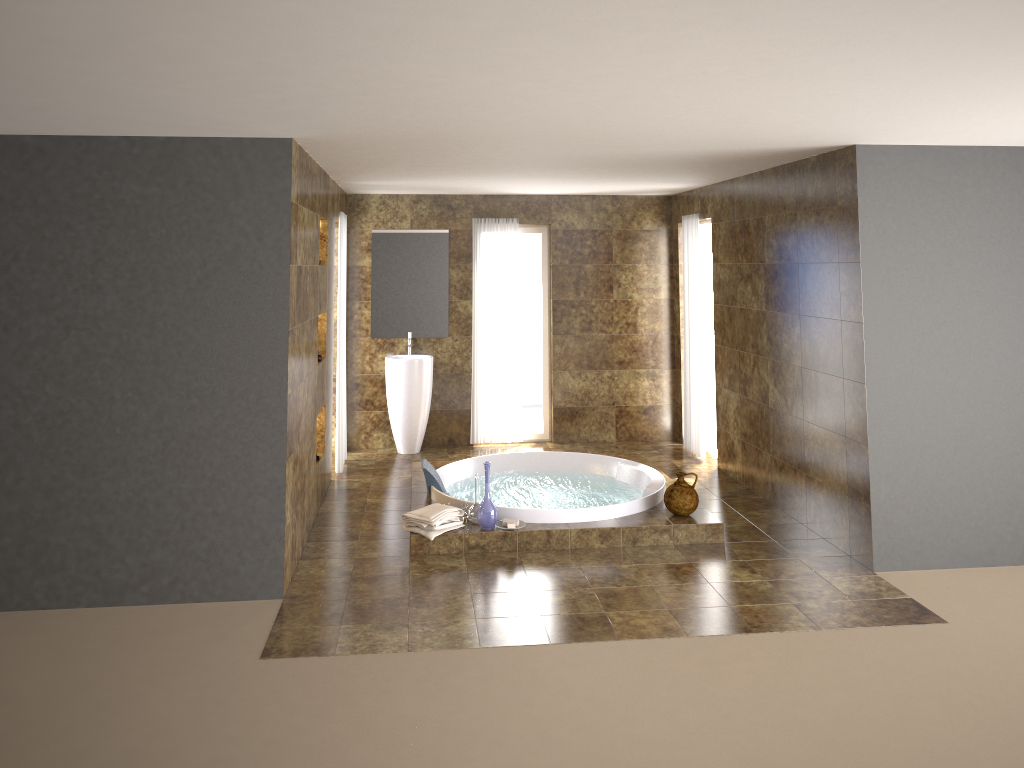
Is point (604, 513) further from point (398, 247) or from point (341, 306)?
point (398, 247)

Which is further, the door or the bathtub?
the door

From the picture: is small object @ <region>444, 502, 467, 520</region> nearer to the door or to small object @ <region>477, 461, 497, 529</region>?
small object @ <region>477, 461, 497, 529</region>

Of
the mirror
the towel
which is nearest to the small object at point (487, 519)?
the towel

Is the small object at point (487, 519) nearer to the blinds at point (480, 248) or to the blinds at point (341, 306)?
the blinds at point (341, 306)

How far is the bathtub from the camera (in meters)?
5.97

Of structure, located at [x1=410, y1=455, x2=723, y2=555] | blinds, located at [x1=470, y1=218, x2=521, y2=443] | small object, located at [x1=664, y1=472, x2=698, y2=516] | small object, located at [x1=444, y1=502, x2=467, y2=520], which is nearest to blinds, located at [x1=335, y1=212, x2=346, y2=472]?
structure, located at [x1=410, y1=455, x2=723, y2=555]

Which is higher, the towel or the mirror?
the mirror

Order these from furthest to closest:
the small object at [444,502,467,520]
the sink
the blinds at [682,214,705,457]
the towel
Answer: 1. the sink
2. the blinds at [682,214,705,457]
3. the small object at [444,502,467,520]
4. the towel

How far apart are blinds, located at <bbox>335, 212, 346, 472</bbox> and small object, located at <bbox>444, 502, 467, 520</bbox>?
1.97m
